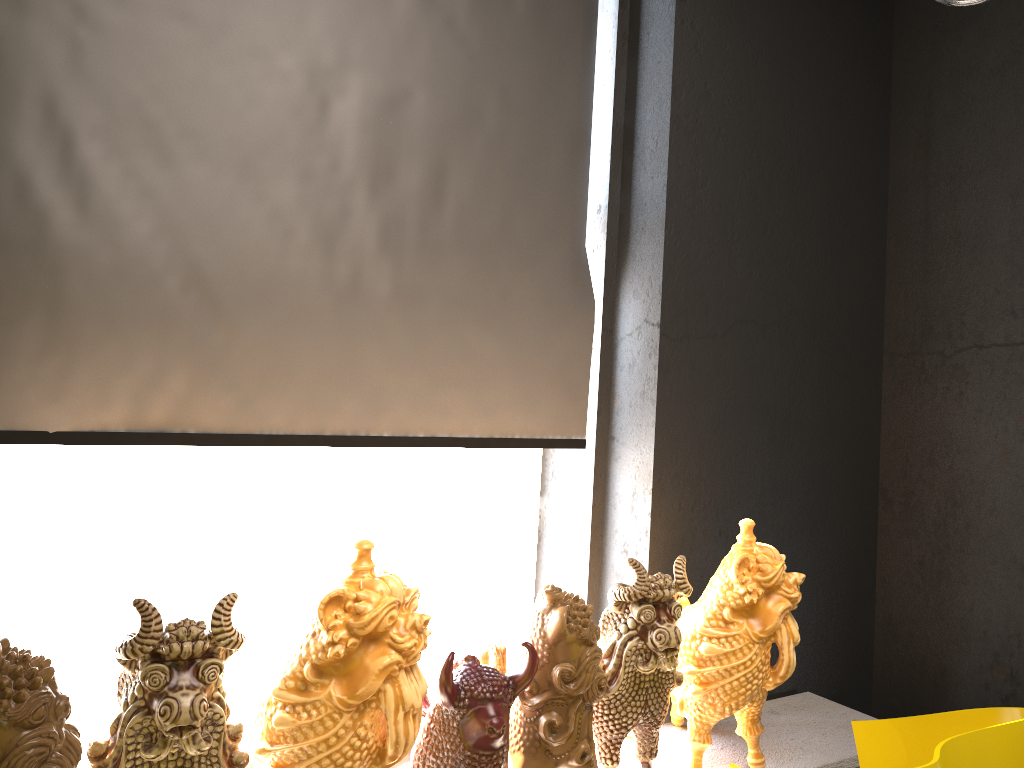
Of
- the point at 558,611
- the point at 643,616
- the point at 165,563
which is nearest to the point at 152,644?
the point at 558,611

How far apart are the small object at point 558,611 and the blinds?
0.6m

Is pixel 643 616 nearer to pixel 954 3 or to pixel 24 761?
pixel 24 761

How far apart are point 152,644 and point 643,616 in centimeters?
109cm

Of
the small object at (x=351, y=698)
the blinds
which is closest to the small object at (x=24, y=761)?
the small object at (x=351, y=698)

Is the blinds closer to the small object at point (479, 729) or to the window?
the window

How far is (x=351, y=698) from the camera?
1.60m

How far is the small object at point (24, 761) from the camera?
1.3 meters

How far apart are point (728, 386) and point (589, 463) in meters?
0.5 m

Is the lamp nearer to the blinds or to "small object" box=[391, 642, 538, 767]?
the blinds
